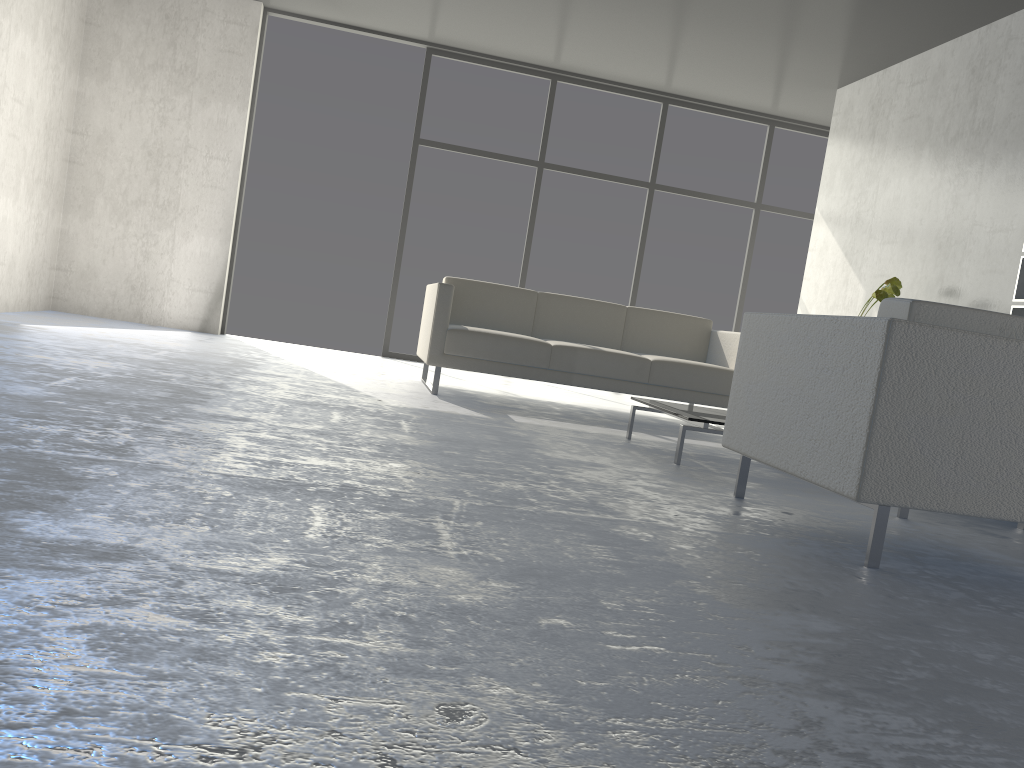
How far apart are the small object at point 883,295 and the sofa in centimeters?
79cm

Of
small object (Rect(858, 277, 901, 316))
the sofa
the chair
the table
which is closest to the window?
the sofa

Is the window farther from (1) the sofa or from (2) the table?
(2) the table

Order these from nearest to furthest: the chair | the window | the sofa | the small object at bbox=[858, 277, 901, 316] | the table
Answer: the chair
the table
the sofa
the small object at bbox=[858, 277, 901, 316]
the window

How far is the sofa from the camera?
4.71m

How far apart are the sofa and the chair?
2.0m

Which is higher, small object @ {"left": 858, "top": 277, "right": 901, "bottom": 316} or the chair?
small object @ {"left": 858, "top": 277, "right": 901, "bottom": 316}

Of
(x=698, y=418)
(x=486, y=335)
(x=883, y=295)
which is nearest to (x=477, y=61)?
(x=486, y=335)

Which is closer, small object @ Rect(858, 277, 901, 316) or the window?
small object @ Rect(858, 277, 901, 316)

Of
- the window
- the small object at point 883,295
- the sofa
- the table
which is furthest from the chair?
the window
